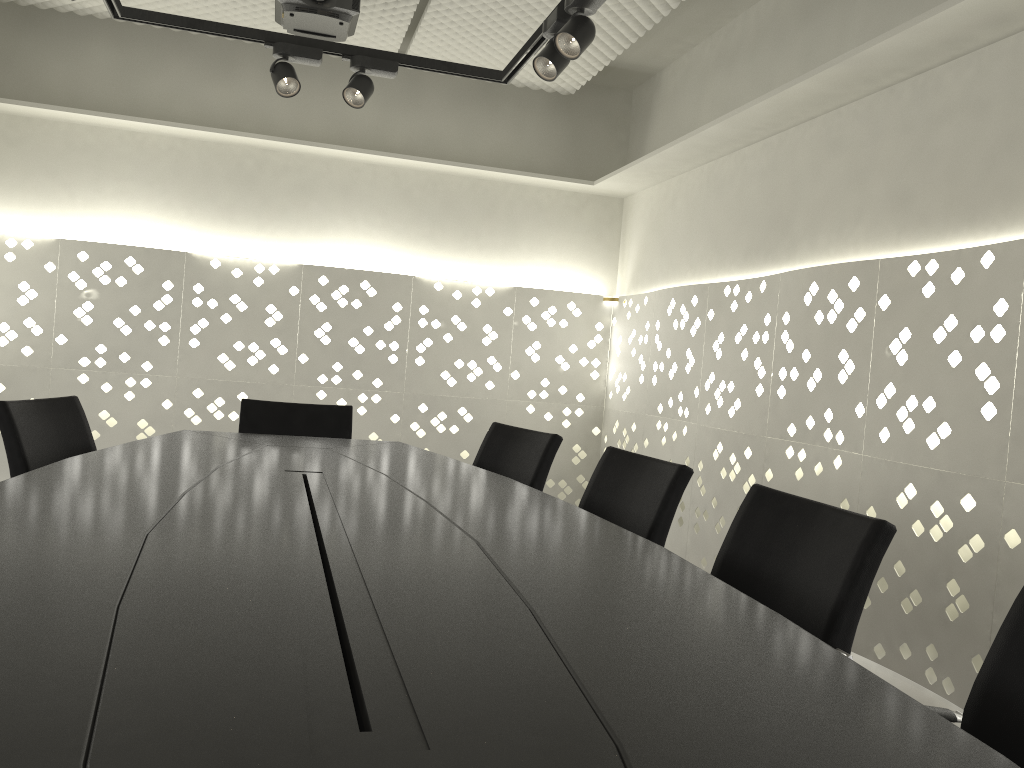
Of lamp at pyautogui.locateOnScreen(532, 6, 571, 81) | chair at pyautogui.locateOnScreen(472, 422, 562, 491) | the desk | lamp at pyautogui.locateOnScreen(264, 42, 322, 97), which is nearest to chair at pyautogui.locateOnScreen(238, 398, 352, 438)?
the desk

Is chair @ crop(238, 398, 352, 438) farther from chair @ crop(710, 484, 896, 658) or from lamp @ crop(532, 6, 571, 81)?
chair @ crop(710, 484, 896, 658)

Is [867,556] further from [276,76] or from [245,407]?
[276,76]

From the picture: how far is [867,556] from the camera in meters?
1.4 m

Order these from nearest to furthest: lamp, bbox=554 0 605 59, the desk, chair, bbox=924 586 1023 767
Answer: the desk, chair, bbox=924 586 1023 767, lamp, bbox=554 0 605 59

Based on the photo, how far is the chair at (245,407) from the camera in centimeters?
329cm

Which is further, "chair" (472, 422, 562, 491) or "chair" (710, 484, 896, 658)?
"chair" (472, 422, 562, 491)

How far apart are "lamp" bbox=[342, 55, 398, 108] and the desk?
1.3m

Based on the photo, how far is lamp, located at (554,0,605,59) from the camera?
2.6m

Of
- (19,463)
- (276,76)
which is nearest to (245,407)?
(19,463)
